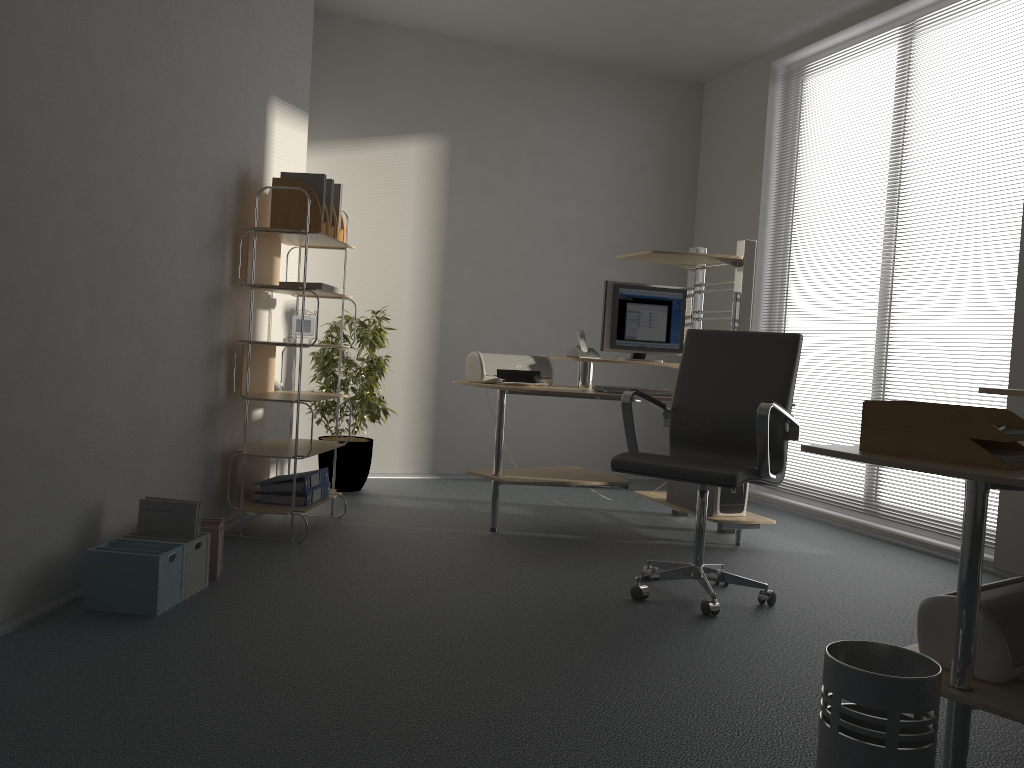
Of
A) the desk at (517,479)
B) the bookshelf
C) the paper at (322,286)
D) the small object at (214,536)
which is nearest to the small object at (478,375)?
the desk at (517,479)

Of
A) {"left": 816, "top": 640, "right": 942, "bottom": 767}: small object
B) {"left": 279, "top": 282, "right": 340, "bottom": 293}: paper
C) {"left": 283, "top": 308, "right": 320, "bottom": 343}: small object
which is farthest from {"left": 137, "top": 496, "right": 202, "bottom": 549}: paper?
{"left": 816, "top": 640, "right": 942, "bottom": 767}: small object

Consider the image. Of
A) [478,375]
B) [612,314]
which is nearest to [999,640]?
[478,375]

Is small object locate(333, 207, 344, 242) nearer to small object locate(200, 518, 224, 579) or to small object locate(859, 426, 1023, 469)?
small object locate(200, 518, 224, 579)

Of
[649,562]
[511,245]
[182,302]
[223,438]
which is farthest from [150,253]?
[511,245]

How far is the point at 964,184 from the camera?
4.5 meters

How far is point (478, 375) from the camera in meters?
4.5 m

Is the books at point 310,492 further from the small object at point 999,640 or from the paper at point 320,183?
the small object at point 999,640

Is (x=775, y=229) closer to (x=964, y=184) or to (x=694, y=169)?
(x=694, y=169)

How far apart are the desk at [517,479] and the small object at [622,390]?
0.1m
